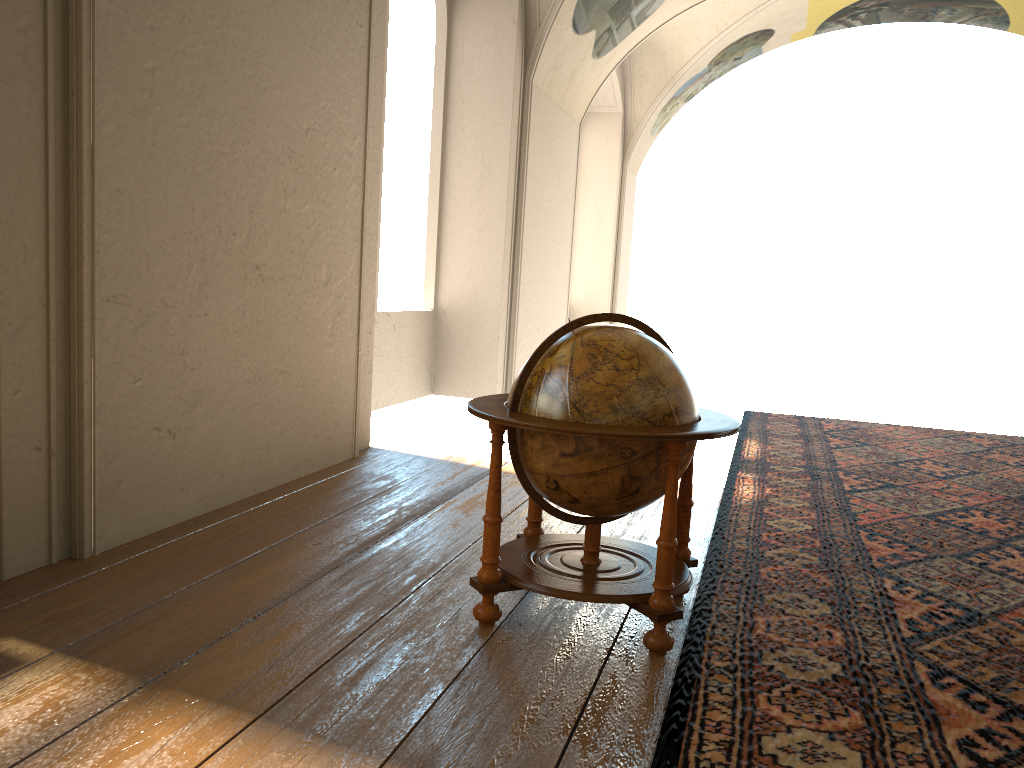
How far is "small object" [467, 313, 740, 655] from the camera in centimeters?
376cm

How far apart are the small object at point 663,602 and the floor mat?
0.08m

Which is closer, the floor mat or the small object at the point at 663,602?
the floor mat

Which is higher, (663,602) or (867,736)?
(663,602)

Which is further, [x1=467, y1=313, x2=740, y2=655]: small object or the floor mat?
[x1=467, y1=313, x2=740, y2=655]: small object

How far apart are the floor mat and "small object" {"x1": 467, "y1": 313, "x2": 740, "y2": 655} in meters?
0.1

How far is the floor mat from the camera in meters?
3.1 m

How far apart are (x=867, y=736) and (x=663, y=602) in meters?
0.9 m

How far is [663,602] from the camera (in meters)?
3.76

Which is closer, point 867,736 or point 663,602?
point 867,736
